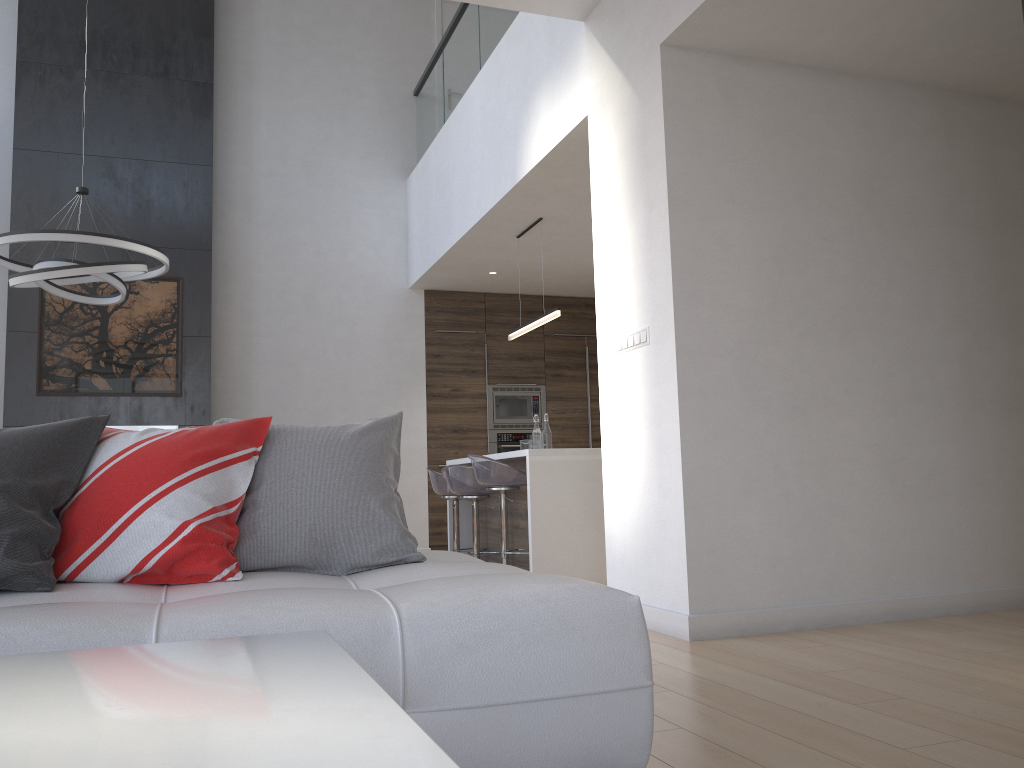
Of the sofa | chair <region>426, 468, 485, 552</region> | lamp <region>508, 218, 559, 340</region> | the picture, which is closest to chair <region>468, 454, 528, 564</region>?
chair <region>426, 468, 485, 552</region>

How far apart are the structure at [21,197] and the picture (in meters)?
0.05

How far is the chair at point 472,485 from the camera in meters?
5.9 m

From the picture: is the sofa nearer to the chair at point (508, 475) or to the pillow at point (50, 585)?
the pillow at point (50, 585)

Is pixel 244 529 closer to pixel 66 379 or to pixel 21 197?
pixel 66 379

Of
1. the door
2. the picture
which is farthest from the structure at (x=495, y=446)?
the door

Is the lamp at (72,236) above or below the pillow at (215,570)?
above

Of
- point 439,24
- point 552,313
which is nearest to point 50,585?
point 552,313

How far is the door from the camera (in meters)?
8.72

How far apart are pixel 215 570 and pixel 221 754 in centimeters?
146cm
